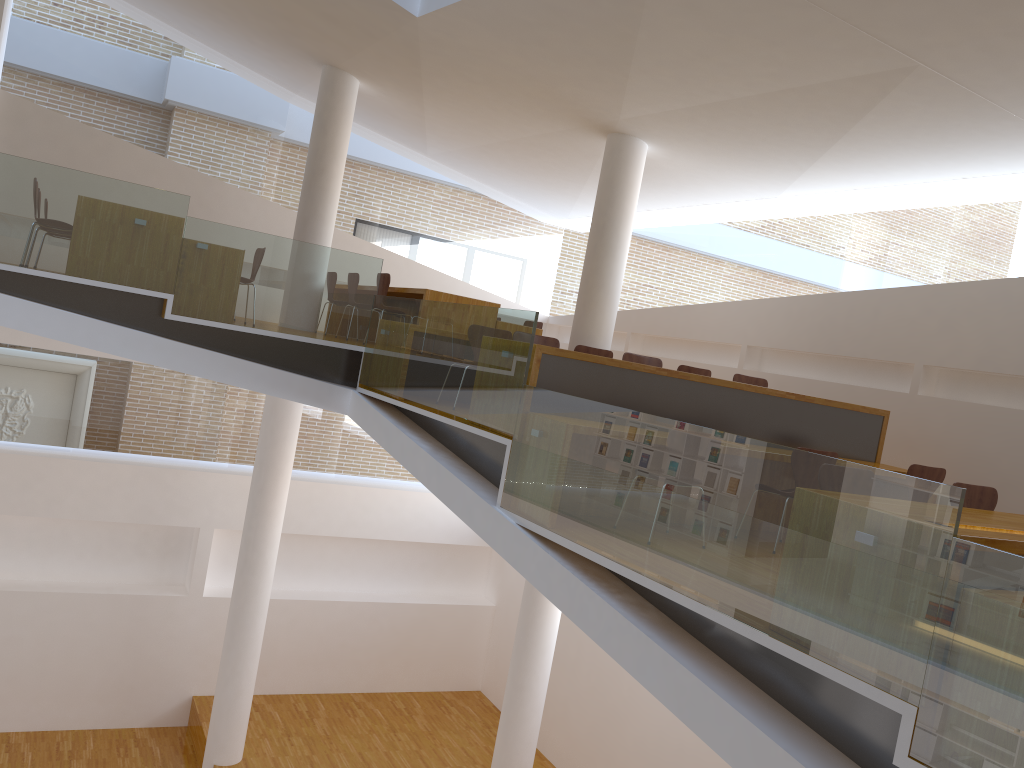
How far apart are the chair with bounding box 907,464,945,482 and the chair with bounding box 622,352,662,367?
2.02m

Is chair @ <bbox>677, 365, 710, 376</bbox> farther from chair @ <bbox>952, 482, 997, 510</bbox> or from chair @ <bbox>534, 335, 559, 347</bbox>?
chair @ <bbox>952, 482, 997, 510</bbox>

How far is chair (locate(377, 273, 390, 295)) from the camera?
8.1 meters

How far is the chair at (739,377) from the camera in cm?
748

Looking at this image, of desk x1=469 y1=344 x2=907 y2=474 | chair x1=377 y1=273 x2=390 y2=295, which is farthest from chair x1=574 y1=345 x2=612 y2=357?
chair x1=377 y1=273 x2=390 y2=295

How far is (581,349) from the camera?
7.4m

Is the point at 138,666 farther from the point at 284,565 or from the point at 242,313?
the point at 242,313

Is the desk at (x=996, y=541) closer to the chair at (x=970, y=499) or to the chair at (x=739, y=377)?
the chair at (x=970, y=499)

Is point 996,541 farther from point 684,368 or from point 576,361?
point 684,368

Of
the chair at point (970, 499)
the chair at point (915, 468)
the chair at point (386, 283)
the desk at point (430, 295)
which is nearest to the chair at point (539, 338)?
the desk at point (430, 295)
